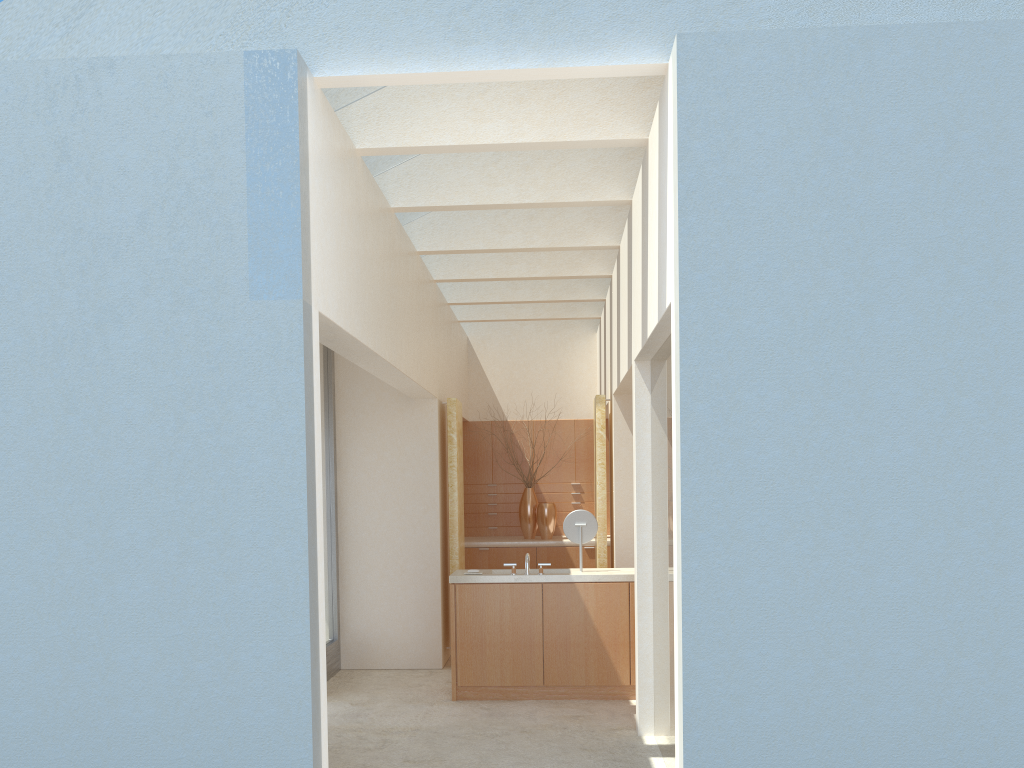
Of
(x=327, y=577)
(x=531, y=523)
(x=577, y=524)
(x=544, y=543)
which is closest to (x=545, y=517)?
(x=531, y=523)

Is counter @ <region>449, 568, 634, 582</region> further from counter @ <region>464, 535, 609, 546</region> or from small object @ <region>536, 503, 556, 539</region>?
small object @ <region>536, 503, 556, 539</region>

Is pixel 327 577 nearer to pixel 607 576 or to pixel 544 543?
pixel 607 576

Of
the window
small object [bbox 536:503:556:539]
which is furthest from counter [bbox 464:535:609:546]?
the window

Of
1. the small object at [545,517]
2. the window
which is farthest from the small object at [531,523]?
the window

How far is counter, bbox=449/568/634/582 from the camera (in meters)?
15.36

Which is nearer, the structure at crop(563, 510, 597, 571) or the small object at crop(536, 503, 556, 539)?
the structure at crop(563, 510, 597, 571)

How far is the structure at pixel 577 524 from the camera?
15.9m

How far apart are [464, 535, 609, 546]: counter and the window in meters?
4.9

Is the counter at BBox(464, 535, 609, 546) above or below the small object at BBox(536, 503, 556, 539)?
below
